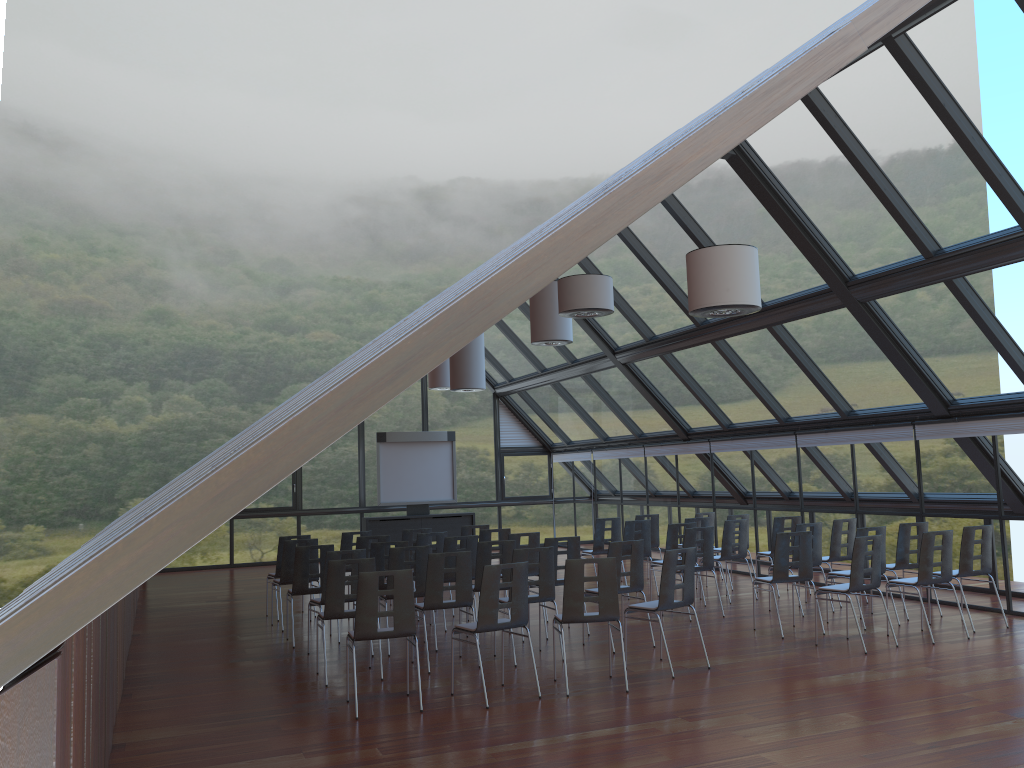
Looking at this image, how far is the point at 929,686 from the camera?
7.75m

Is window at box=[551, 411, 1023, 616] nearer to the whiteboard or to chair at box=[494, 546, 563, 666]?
the whiteboard

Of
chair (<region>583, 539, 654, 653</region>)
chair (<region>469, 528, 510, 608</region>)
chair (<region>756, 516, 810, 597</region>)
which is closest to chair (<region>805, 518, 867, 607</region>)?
chair (<region>756, 516, 810, 597</region>)

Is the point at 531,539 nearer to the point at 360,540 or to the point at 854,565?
the point at 360,540

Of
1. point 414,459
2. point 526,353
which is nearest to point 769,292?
point 526,353

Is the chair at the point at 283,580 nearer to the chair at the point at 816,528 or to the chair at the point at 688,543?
the chair at the point at 688,543

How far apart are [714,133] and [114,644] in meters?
6.3 m

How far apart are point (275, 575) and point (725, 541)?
6.59m

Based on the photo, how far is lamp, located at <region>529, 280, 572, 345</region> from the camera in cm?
1385

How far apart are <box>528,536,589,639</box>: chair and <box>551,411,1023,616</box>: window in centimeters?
518cm
